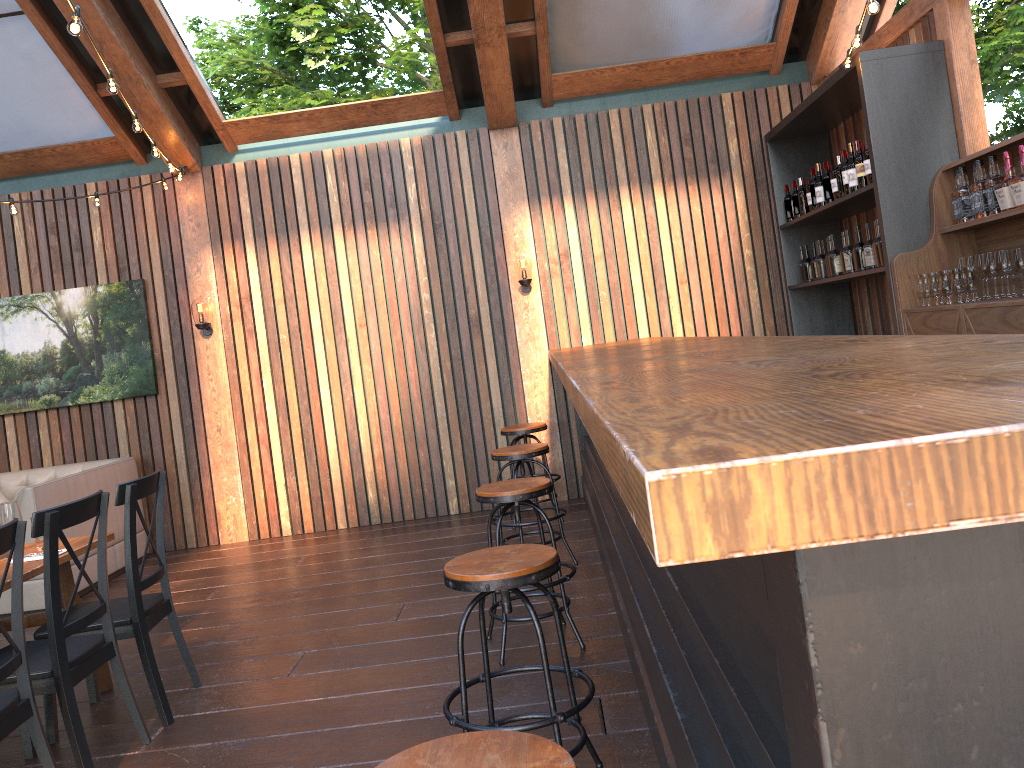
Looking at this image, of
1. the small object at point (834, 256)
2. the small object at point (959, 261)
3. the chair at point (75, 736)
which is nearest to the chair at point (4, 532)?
the chair at point (75, 736)

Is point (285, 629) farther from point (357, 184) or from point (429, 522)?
Answer: point (357, 184)

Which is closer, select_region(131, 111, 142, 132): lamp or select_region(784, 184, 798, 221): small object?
select_region(131, 111, 142, 132): lamp

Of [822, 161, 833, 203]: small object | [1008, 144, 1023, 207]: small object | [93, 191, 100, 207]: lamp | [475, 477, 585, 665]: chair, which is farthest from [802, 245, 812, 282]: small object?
[93, 191, 100, 207]: lamp

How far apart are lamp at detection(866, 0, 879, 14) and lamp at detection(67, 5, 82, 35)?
3.18m

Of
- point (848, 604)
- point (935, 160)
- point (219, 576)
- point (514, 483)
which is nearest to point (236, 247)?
point (219, 576)

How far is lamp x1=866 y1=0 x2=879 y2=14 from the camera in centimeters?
373cm

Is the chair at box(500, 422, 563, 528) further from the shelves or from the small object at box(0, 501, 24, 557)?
the small object at box(0, 501, 24, 557)

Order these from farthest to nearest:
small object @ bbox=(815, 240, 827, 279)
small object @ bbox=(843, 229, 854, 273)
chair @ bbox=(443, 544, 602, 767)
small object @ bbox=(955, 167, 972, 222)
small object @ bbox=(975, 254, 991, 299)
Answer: small object @ bbox=(815, 240, 827, 279) < small object @ bbox=(843, 229, 854, 273) < small object @ bbox=(955, 167, 972, 222) < small object @ bbox=(975, 254, 991, 299) < chair @ bbox=(443, 544, 602, 767)

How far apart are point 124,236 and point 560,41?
4.02m
